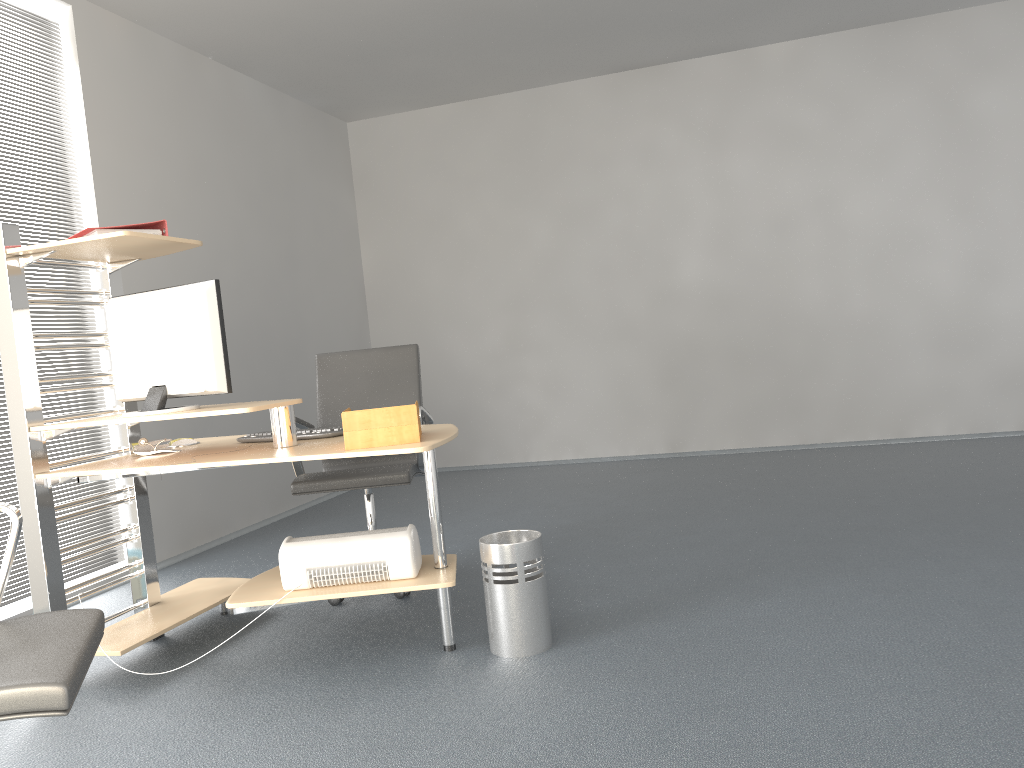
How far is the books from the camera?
2.9m

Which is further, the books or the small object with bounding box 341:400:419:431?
the books

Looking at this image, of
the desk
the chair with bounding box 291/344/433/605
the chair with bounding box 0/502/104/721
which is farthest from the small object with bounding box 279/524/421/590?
the chair with bounding box 0/502/104/721

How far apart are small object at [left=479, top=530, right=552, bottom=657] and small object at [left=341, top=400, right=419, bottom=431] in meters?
0.5 m

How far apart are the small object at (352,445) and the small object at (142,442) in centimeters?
101cm

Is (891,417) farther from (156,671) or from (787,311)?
(156,671)

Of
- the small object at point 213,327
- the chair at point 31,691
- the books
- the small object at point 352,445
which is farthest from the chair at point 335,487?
the chair at point 31,691

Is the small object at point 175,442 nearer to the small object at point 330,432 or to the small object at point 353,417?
the small object at point 330,432

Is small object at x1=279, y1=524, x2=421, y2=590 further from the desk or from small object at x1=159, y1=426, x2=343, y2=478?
small object at x1=159, y1=426, x2=343, y2=478

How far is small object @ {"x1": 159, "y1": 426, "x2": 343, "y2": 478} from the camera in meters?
3.2
